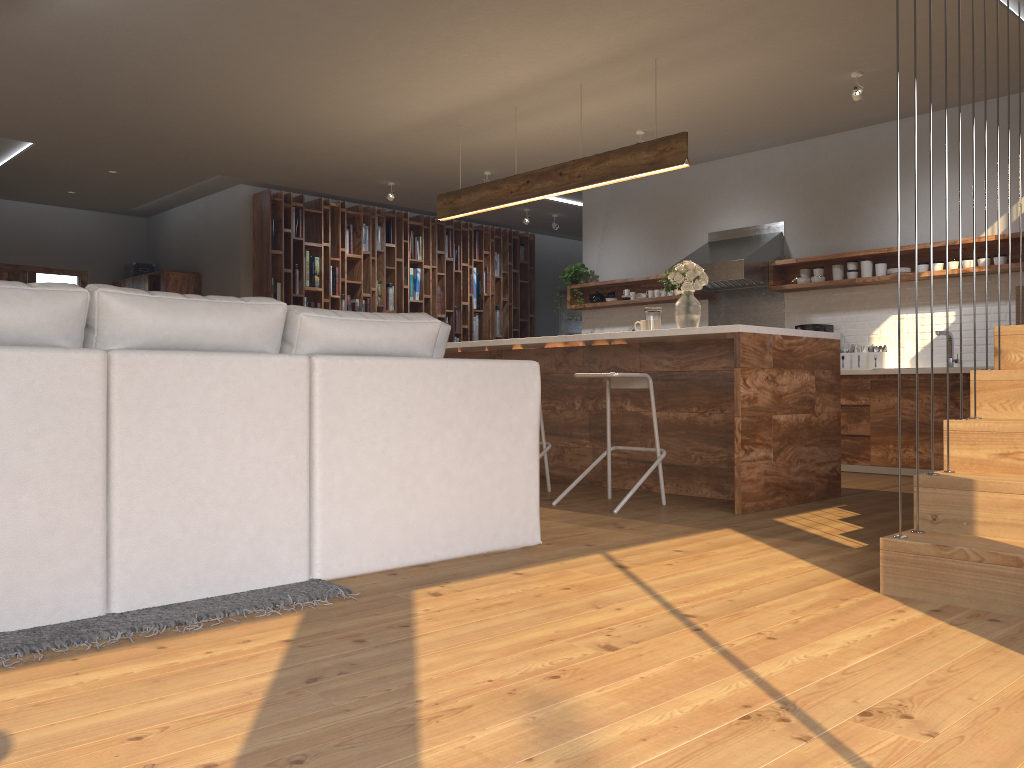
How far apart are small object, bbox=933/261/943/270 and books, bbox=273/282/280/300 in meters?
6.2

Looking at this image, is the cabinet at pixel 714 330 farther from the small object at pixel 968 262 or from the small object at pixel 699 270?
the small object at pixel 968 262

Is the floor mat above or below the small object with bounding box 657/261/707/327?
below

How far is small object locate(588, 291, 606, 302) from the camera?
9.2 meters

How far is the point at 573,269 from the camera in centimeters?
928cm

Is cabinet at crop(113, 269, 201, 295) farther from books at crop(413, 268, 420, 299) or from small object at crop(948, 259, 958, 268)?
small object at crop(948, 259, 958, 268)

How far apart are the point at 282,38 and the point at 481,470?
3.3m

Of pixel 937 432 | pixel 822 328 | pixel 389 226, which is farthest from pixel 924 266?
pixel 389 226

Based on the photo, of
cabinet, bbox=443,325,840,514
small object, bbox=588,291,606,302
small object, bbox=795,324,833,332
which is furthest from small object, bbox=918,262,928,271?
small object, bbox=588,291,606,302

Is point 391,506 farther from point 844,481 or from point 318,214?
point 318,214
